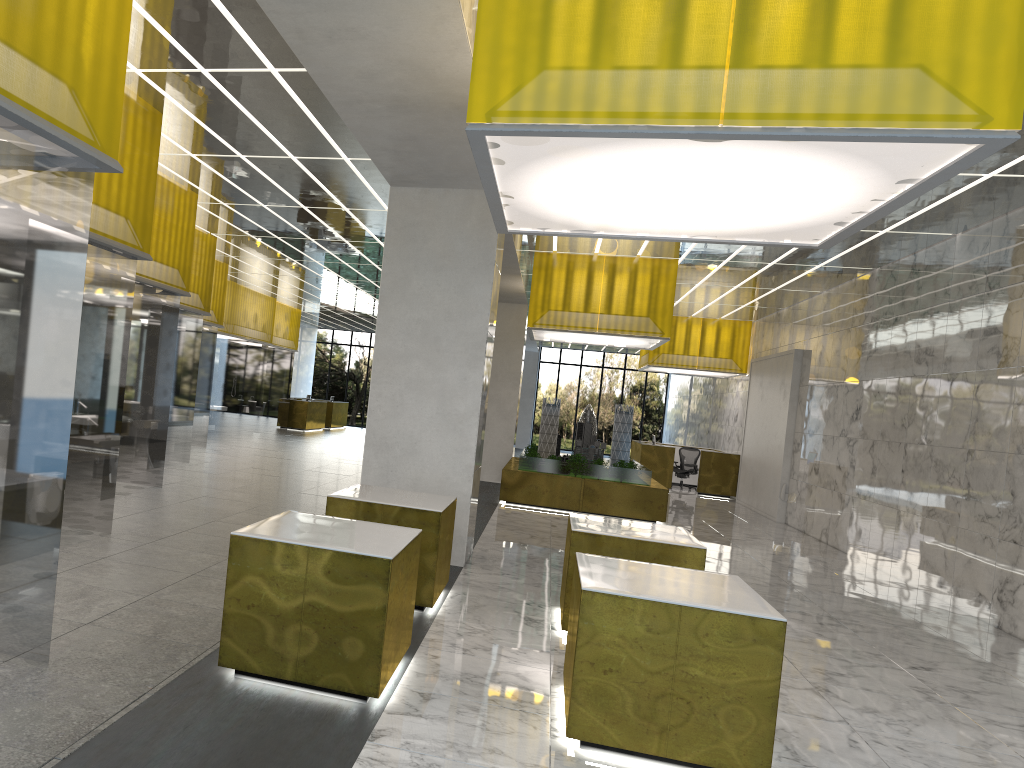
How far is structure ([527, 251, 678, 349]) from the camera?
20.09m

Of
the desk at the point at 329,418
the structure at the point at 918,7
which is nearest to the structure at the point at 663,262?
the structure at the point at 918,7

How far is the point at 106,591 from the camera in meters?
8.3 m

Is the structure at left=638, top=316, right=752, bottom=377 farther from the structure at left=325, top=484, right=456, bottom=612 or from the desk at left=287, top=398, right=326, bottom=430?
the structure at left=325, top=484, right=456, bottom=612

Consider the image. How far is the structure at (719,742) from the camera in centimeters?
605cm

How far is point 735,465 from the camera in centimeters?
3035cm

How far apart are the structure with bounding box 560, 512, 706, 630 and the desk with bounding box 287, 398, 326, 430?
32.5 meters

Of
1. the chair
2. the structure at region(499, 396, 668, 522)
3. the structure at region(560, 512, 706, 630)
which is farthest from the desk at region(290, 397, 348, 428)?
the structure at region(560, 512, 706, 630)

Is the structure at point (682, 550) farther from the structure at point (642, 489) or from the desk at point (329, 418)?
the desk at point (329, 418)

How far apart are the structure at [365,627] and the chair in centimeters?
2518cm
